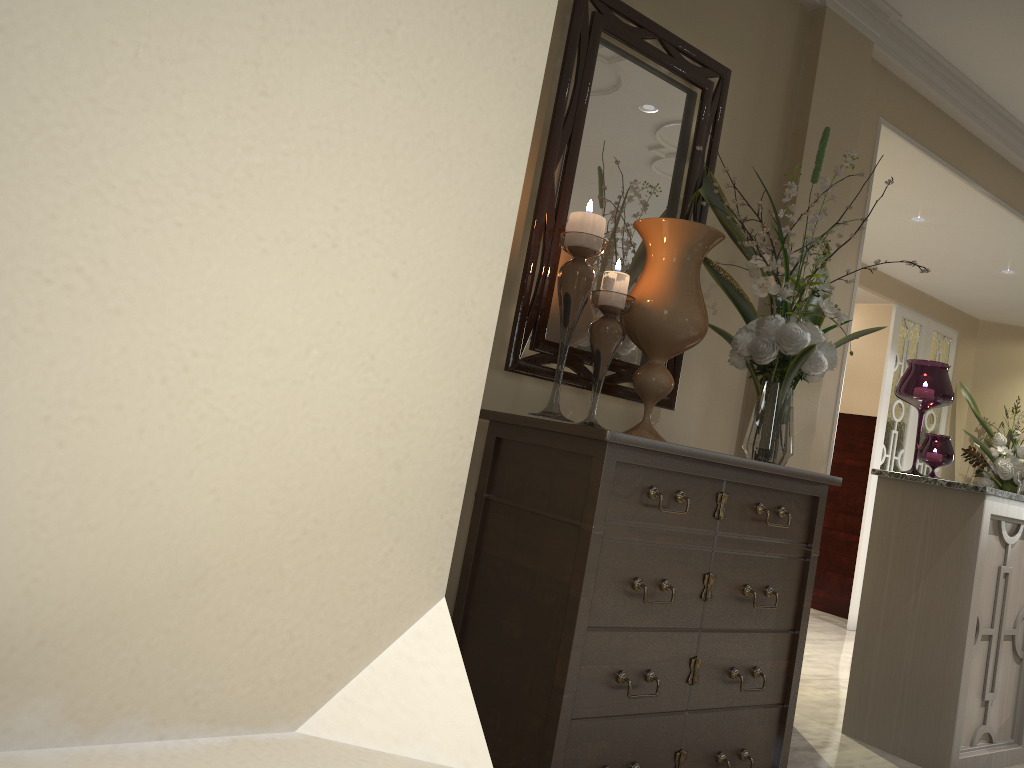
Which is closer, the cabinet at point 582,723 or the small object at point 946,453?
the cabinet at point 582,723

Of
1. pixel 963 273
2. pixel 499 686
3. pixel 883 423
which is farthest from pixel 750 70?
pixel 883 423

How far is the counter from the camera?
2.7m

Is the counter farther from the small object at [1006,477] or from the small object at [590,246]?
the small object at [1006,477]

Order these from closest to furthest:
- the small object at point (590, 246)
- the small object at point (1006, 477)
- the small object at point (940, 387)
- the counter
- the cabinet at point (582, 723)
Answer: the cabinet at point (582, 723), the small object at point (590, 246), the counter, the small object at point (940, 387), the small object at point (1006, 477)

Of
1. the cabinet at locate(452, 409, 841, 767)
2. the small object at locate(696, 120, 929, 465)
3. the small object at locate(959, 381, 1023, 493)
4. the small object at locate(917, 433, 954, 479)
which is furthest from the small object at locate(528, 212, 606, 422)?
the small object at locate(959, 381, 1023, 493)

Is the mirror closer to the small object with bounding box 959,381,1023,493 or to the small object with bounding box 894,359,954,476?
the small object with bounding box 894,359,954,476

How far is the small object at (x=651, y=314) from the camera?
2.1m

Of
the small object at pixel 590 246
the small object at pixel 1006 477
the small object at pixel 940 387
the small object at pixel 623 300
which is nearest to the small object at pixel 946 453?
the small object at pixel 940 387

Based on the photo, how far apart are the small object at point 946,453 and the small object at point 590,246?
1.69m
